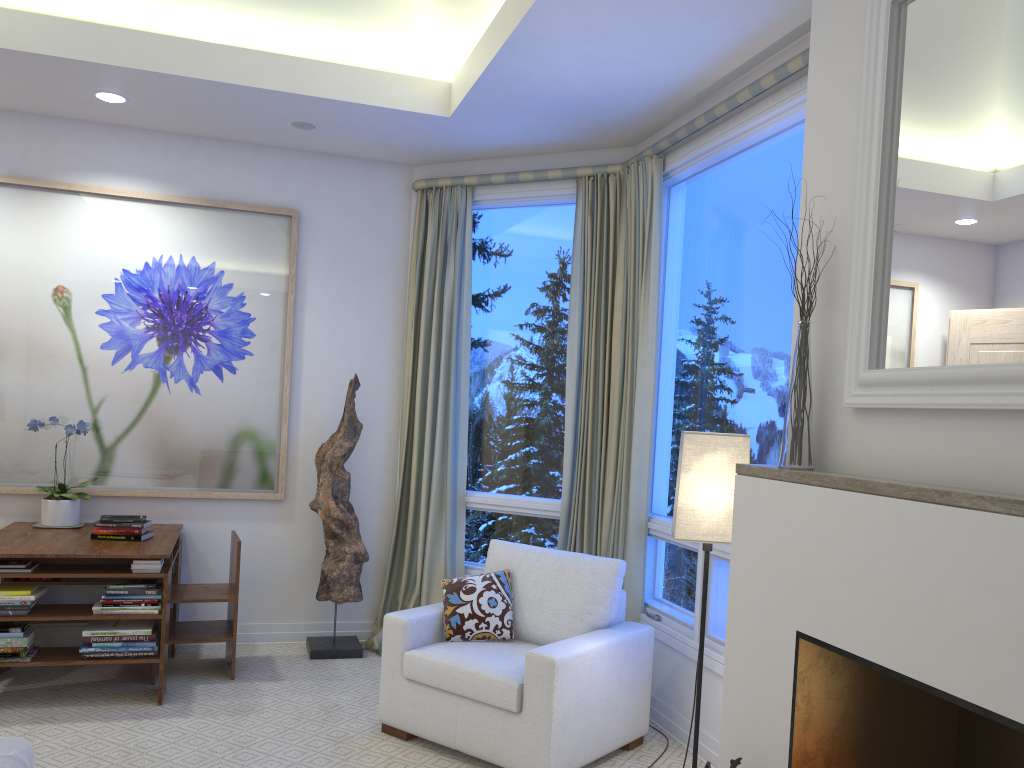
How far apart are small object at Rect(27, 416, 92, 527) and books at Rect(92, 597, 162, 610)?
0.7 meters

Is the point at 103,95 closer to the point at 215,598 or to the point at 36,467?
the point at 36,467

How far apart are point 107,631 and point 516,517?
1.9 meters

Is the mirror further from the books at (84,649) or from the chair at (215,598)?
the books at (84,649)

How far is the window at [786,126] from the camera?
3.1 meters

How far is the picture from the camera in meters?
4.1 m

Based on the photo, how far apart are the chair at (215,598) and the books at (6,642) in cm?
58

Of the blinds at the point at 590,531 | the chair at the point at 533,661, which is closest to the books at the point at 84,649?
the chair at the point at 533,661

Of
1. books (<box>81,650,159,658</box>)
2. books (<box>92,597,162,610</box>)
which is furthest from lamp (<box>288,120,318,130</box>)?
books (<box>81,650,159,658</box>)

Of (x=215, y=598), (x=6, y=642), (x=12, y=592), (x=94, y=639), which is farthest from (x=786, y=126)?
(x=6, y=642)
